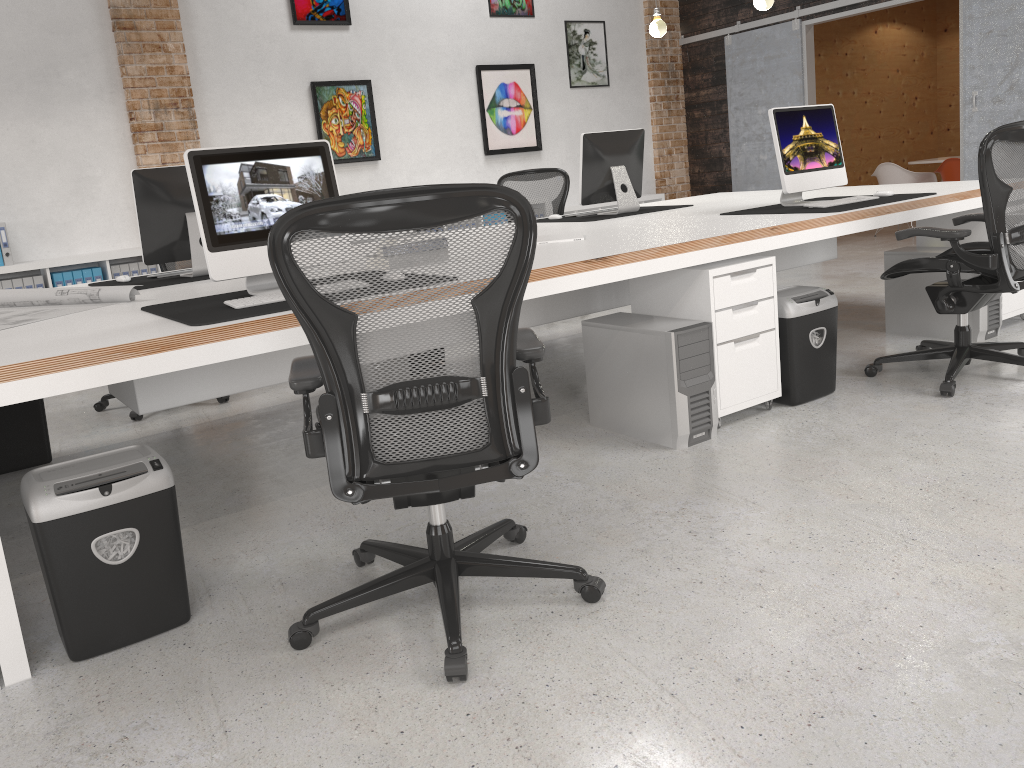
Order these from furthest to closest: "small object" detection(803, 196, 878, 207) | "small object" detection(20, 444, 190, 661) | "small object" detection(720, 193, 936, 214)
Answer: "small object" detection(803, 196, 878, 207), "small object" detection(720, 193, 936, 214), "small object" detection(20, 444, 190, 661)

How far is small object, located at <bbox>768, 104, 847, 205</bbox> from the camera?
4.2 meters

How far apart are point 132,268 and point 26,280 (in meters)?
0.70

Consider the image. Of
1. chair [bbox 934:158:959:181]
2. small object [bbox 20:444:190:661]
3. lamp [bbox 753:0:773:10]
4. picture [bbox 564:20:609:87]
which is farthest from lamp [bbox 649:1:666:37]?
small object [bbox 20:444:190:661]

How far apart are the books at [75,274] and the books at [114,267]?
0.23m

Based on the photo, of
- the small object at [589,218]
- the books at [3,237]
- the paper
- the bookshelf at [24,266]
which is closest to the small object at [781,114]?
the small object at [589,218]

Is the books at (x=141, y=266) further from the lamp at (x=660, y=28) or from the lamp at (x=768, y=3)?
the lamp at (x=768, y=3)

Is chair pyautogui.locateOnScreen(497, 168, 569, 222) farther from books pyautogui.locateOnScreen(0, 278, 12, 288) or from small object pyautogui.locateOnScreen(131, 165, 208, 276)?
books pyautogui.locateOnScreen(0, 278, 12, 288)

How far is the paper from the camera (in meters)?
3.08

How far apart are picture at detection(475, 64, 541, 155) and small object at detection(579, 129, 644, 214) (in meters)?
3.37
